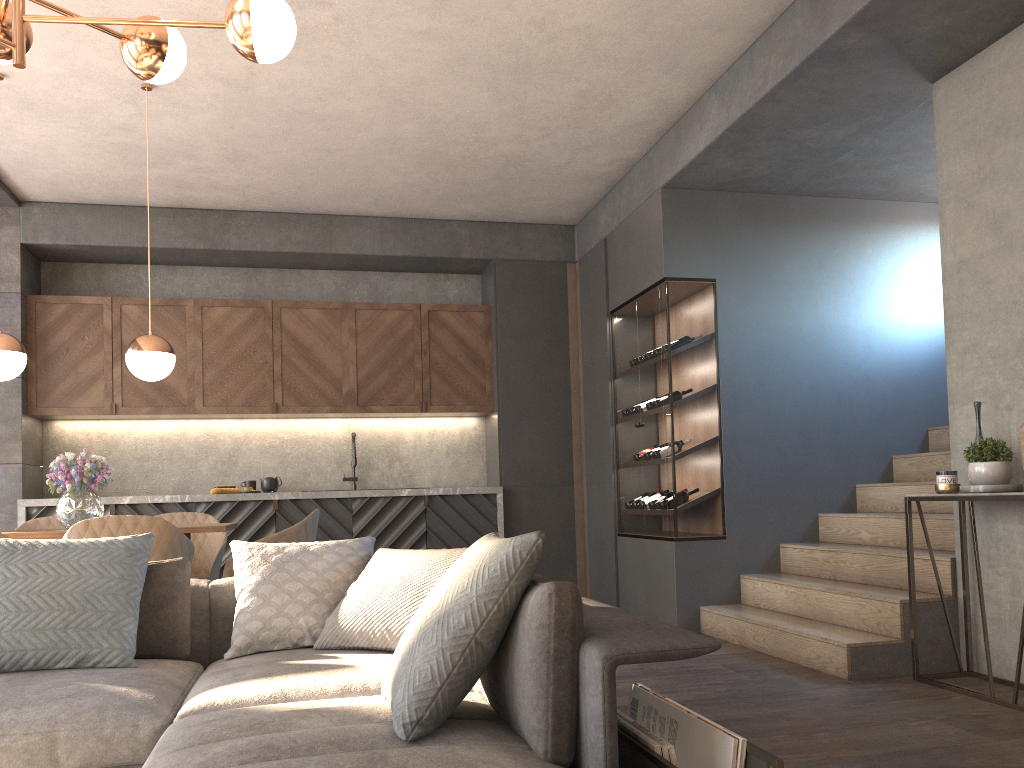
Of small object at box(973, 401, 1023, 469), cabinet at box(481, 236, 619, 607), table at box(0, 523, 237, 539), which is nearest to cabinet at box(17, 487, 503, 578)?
cabinet at box(481, 236, 619, 607)

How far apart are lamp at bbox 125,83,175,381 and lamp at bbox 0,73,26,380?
0.5 meters

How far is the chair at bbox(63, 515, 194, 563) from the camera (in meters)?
3.62

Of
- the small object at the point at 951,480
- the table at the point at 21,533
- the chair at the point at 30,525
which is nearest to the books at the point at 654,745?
the small object at the point at 951,480

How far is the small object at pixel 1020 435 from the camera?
3.5m

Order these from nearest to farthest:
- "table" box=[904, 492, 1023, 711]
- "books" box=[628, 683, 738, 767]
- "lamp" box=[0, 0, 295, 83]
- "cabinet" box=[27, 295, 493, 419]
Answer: "books" box=[628, 683, 738, 767]
"lamp" box=[0, 0, 295, 83]
"table" box=[904, 492, 1023, 711]
"cabinet" box=[27, 295, 493, 419]

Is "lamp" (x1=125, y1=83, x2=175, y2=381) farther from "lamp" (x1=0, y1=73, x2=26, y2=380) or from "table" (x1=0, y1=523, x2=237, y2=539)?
"table" (x1=0, y1=523, x2=237, y2=539)

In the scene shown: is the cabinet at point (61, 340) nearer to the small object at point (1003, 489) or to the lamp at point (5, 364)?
the lamp at point (5, 364)

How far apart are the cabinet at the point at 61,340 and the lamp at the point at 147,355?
2.11m

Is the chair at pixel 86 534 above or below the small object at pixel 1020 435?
below
